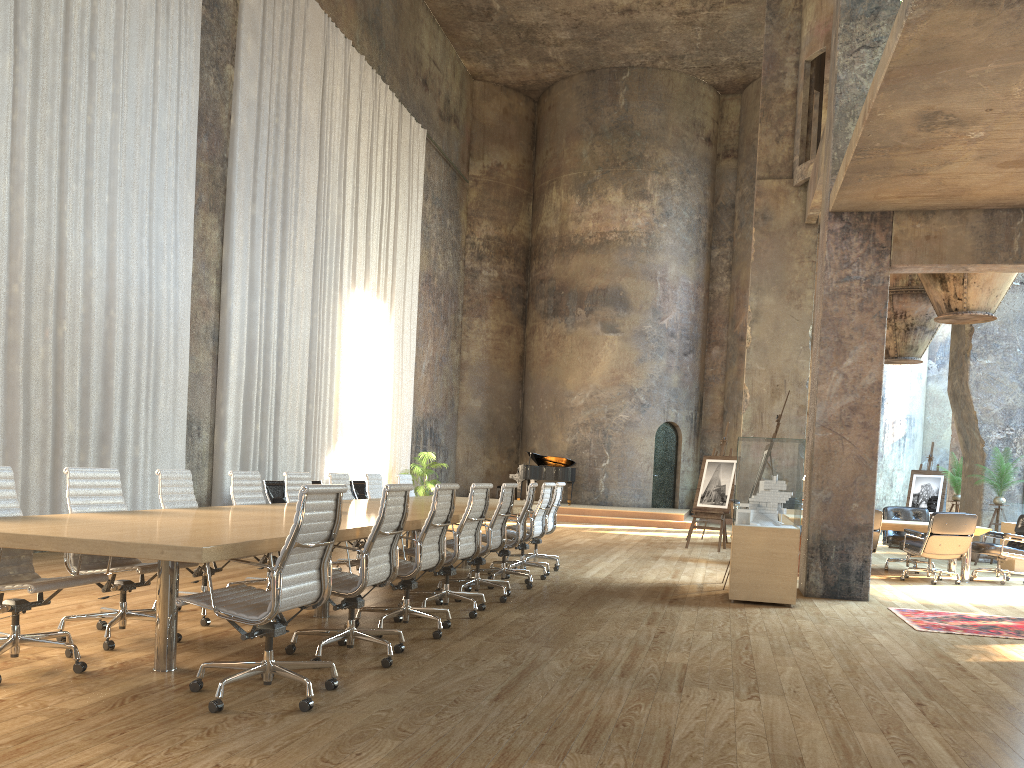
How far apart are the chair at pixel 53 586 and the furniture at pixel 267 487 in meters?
7.6 m

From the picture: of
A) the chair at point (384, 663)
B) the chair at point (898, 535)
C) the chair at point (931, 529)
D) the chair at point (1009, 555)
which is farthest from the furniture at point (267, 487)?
the chair at point (1009, 555)

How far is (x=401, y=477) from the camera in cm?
1043

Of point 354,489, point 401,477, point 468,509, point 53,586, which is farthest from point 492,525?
point 354,489

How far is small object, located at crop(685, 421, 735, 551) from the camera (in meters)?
14.01

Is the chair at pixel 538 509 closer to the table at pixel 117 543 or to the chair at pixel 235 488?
the table at pixel 117 543

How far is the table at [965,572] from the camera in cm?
1093

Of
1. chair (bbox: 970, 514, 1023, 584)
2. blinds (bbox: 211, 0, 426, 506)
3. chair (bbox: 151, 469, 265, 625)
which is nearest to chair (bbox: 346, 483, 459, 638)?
chair (bbox: 151, 469, 265, 625)

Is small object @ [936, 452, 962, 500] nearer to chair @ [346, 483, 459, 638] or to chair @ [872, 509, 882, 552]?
chair @ [872, 509, 882, 552]

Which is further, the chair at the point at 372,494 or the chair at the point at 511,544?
the chair at the point at 372,494
